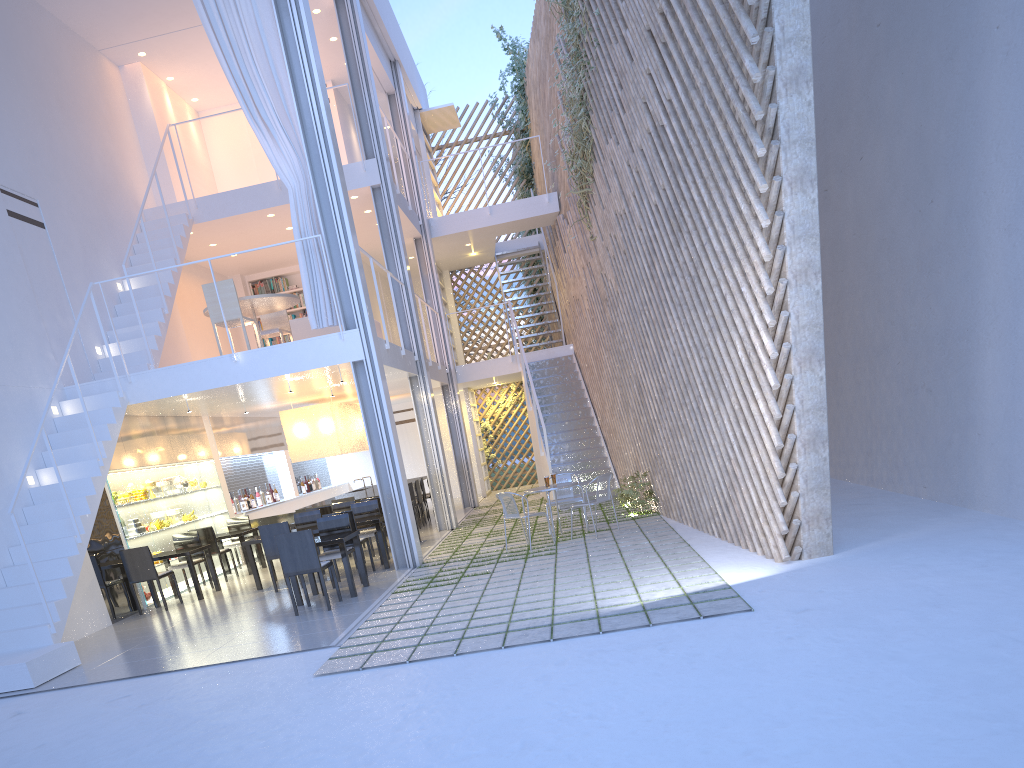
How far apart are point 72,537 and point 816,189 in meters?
3.9

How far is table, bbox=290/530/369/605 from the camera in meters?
4.4

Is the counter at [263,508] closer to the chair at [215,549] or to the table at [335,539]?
the chair at [215,549]

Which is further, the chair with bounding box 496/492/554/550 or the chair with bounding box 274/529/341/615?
the chair with bounding box 496/492/554/550

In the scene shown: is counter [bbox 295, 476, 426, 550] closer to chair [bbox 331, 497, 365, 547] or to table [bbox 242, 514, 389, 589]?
chair [bbox 331, 497, 365, 547]

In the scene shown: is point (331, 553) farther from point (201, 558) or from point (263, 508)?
point (263, 508)

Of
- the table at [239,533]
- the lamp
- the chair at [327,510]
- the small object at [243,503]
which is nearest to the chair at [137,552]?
the table at [239,533]

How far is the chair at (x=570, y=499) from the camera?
5.6 meters

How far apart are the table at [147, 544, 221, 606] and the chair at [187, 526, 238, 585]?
0.4 meters

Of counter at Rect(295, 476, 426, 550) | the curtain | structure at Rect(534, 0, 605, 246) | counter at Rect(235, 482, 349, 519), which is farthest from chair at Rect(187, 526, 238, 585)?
structure at Rect(534, 0, 605, 246)
